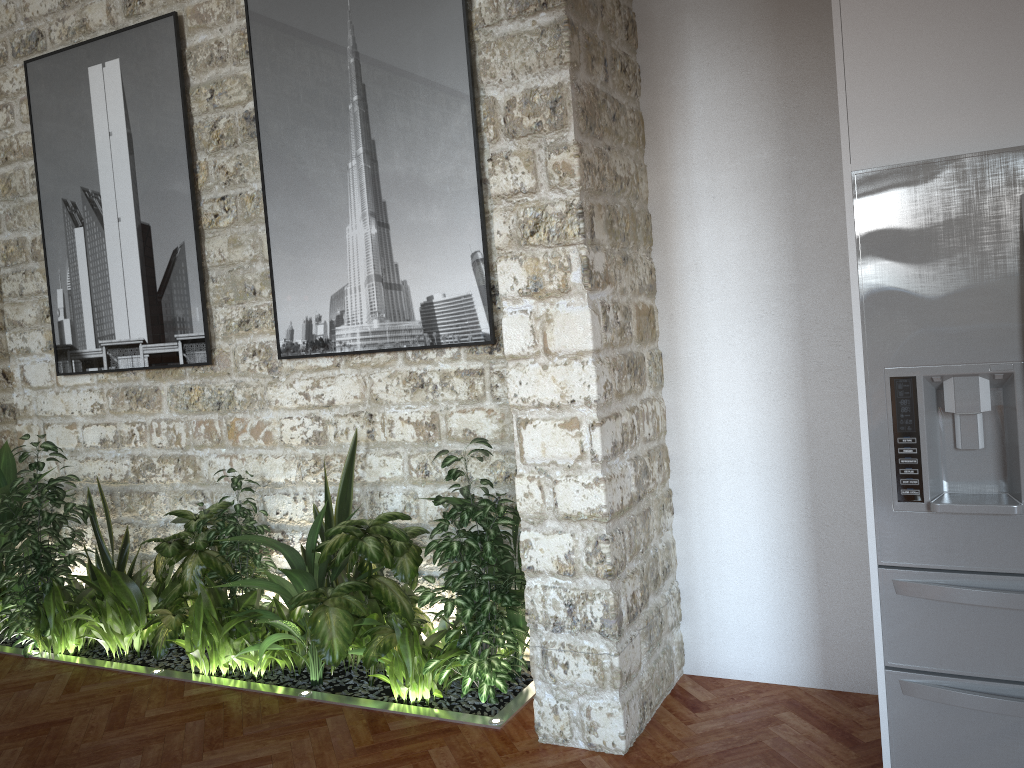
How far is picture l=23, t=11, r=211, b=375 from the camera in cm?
468

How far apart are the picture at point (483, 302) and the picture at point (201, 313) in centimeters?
49cm

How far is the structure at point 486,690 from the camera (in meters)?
3.57

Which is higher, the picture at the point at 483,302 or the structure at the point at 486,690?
the picture at the point at 483,302

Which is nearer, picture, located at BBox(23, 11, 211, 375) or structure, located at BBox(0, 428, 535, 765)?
structure, located at BBox(0, 428, 535, 765)

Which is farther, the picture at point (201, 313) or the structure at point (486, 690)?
the picture at point (201, 313)

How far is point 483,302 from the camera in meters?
3.9 m

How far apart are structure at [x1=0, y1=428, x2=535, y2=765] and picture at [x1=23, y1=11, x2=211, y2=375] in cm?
59

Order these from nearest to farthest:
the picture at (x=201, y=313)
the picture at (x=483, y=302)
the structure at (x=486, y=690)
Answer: the structure at (x=486, y=690), the picture at (x=483, y=302), the picture at (x=201, y=313)

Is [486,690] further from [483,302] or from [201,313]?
[201,313]
